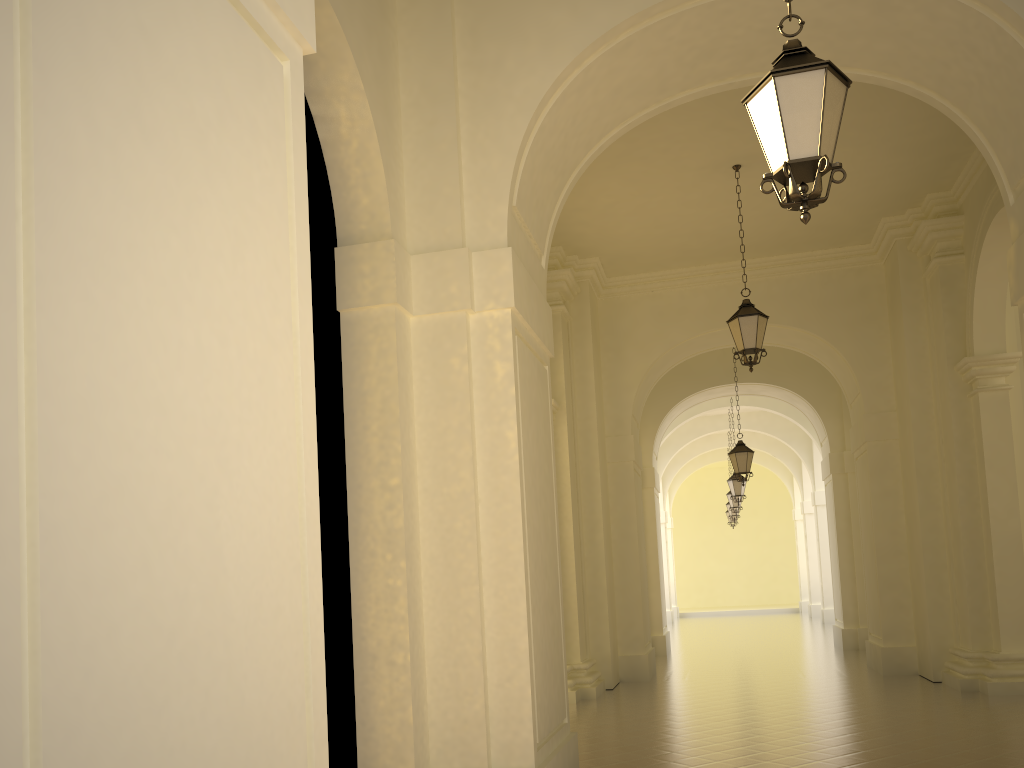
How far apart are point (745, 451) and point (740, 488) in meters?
5.1

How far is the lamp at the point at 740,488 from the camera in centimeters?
2136cm

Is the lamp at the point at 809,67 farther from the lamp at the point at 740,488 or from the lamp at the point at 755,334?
the lamp at the point at 740,488

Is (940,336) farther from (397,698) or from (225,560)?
(225,560)

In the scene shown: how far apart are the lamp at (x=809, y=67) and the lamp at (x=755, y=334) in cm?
628

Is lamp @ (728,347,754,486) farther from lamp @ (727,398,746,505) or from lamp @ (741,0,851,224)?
lamp @ (741,0,851,224)

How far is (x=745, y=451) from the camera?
16.55m

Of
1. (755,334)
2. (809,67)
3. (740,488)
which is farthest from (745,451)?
(809,67)

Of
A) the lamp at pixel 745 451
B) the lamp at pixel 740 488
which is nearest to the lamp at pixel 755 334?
the lamp at pixel 745 451

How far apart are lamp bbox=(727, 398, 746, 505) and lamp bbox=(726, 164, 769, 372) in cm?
1126
